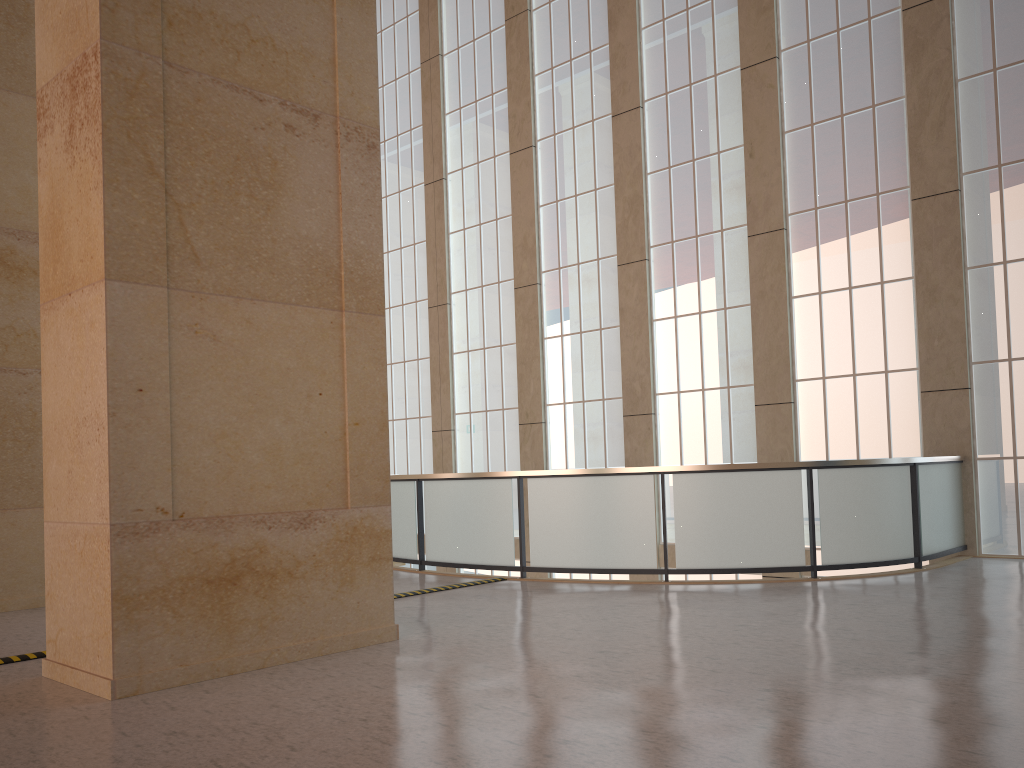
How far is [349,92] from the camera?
9.7 meters

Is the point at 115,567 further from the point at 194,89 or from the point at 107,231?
the point at 194,89

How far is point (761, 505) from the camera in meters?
13.1 m

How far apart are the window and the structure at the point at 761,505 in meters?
0.4 m

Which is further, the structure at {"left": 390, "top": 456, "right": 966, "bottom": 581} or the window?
the window

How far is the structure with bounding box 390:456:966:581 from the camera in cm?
1313

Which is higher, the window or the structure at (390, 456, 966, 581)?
the window

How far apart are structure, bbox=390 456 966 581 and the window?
0.4 meters

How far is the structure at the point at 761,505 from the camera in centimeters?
1313cm
